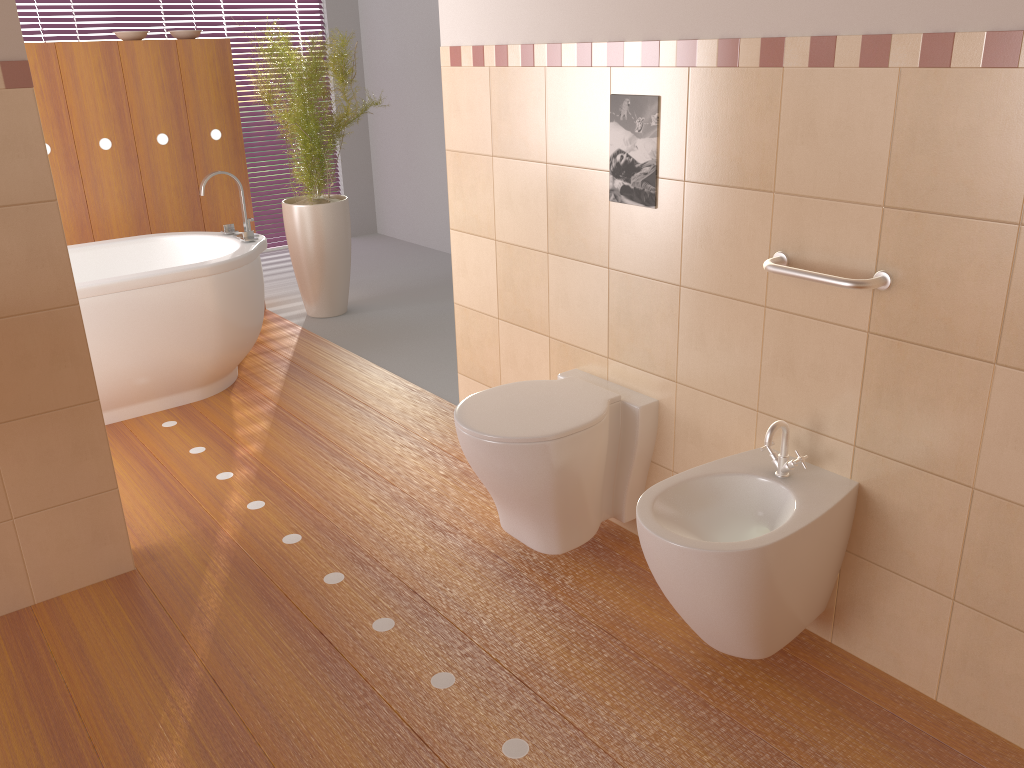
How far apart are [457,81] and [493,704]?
1.9m

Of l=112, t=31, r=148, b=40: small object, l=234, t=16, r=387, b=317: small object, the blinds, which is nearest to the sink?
l=234, t=16, r=387, b=317: small object

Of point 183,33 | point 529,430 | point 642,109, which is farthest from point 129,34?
point 529,430

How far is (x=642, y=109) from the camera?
2.2 meters

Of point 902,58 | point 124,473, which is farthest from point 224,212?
point 902,58

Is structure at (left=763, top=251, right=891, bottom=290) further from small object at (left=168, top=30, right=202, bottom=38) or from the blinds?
the blinds

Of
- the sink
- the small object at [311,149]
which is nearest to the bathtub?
the small object at [311,149]

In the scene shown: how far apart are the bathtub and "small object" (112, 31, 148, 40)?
1.1 meters

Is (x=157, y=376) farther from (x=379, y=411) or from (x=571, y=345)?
(x=571, y=345)

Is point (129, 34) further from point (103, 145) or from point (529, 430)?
point (529, 430)
